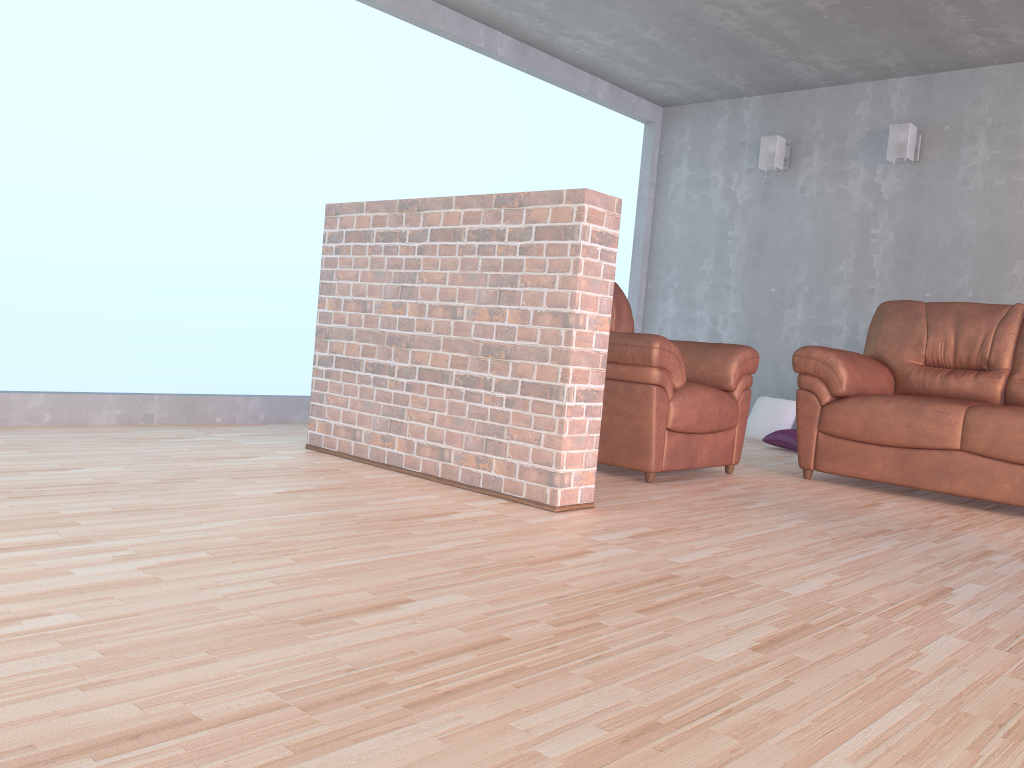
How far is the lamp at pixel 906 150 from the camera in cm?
555

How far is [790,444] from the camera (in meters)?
5.58

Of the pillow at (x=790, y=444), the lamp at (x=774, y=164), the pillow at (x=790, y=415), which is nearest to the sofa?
the pillow at (x=790, y=444)

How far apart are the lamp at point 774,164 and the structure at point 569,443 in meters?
3.6 m

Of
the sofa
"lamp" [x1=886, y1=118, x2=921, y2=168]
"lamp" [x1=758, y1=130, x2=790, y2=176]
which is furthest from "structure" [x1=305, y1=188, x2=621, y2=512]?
"lamp" [x1=758, y1=130, x2=790, y2=176]

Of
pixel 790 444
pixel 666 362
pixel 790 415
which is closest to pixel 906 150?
pixel 790 415

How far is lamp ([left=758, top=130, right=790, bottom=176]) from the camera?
6.1 meters

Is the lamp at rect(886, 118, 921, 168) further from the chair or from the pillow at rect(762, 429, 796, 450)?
the chair

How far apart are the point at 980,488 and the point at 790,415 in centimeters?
216cm

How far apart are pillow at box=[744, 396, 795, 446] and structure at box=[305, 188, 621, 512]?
3.24m
